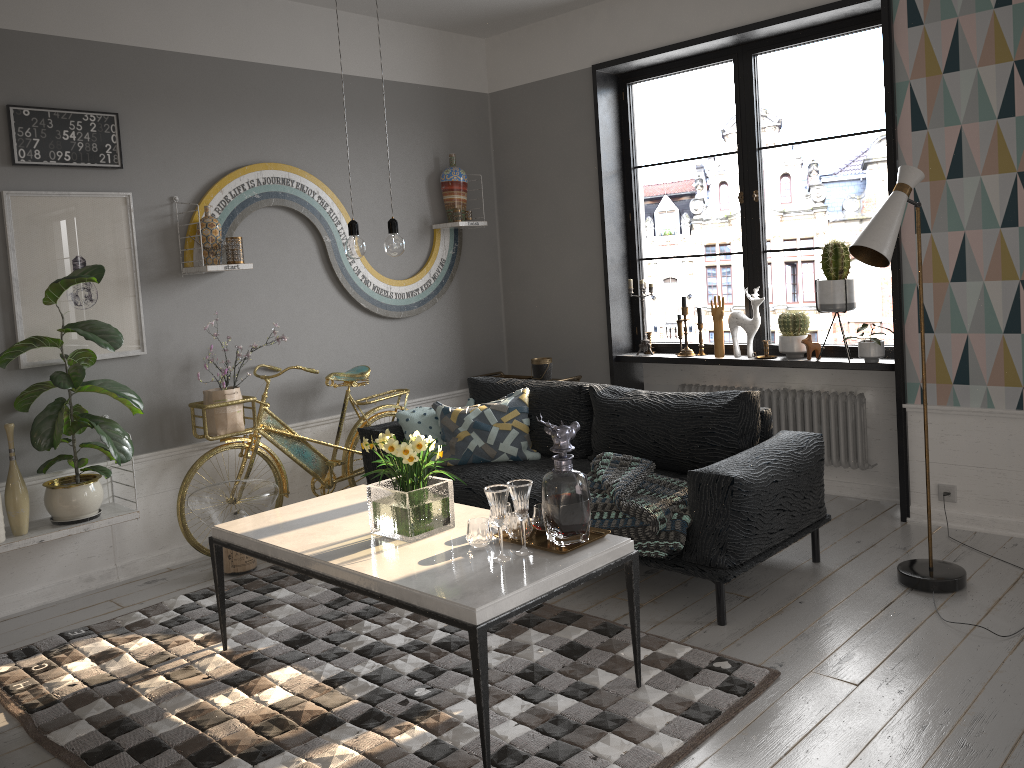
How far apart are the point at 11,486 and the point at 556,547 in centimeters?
249cm

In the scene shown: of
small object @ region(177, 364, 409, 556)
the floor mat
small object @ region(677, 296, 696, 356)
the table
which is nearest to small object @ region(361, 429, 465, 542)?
the table

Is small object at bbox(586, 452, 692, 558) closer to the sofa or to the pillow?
the sofa

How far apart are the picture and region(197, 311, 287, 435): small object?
0.4m

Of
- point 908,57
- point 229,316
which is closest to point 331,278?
point 229,316

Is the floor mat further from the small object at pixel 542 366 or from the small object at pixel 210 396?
the small object at pixel 542 366

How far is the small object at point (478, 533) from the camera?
2.9m

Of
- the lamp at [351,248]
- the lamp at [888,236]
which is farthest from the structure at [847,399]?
the lamp at [351,248]

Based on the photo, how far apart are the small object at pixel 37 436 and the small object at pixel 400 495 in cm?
149

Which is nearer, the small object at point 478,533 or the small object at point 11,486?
the small object at point 478,533
